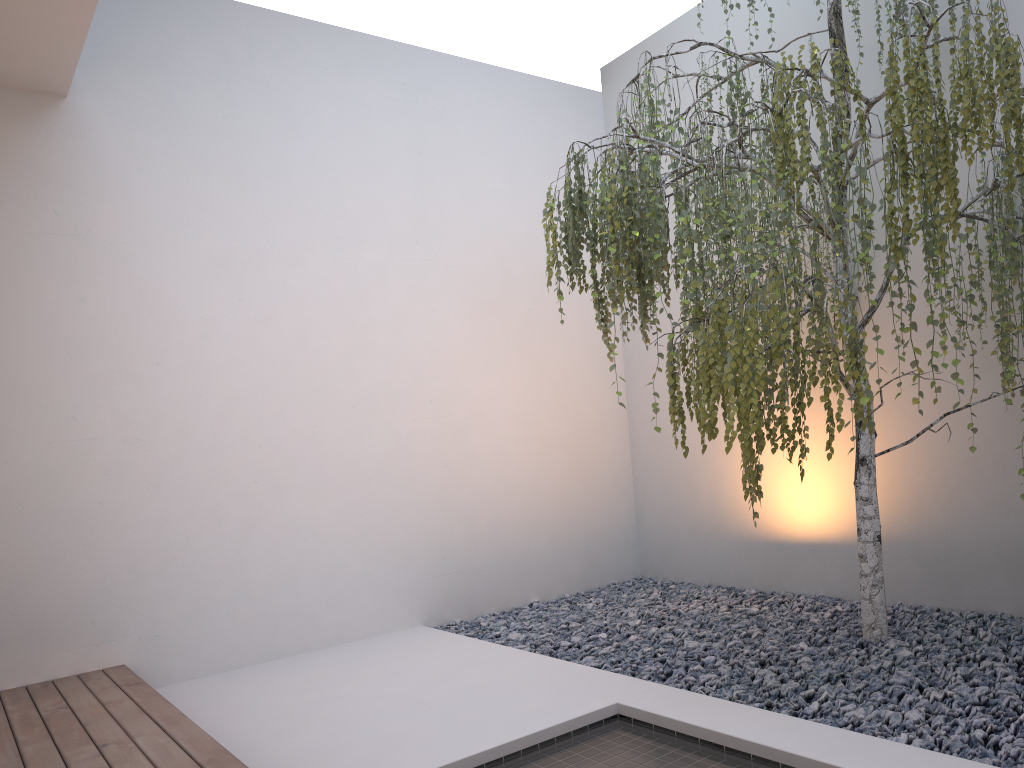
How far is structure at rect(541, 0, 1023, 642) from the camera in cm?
235

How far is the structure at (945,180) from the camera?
2.4m

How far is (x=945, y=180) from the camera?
2.4 meters
